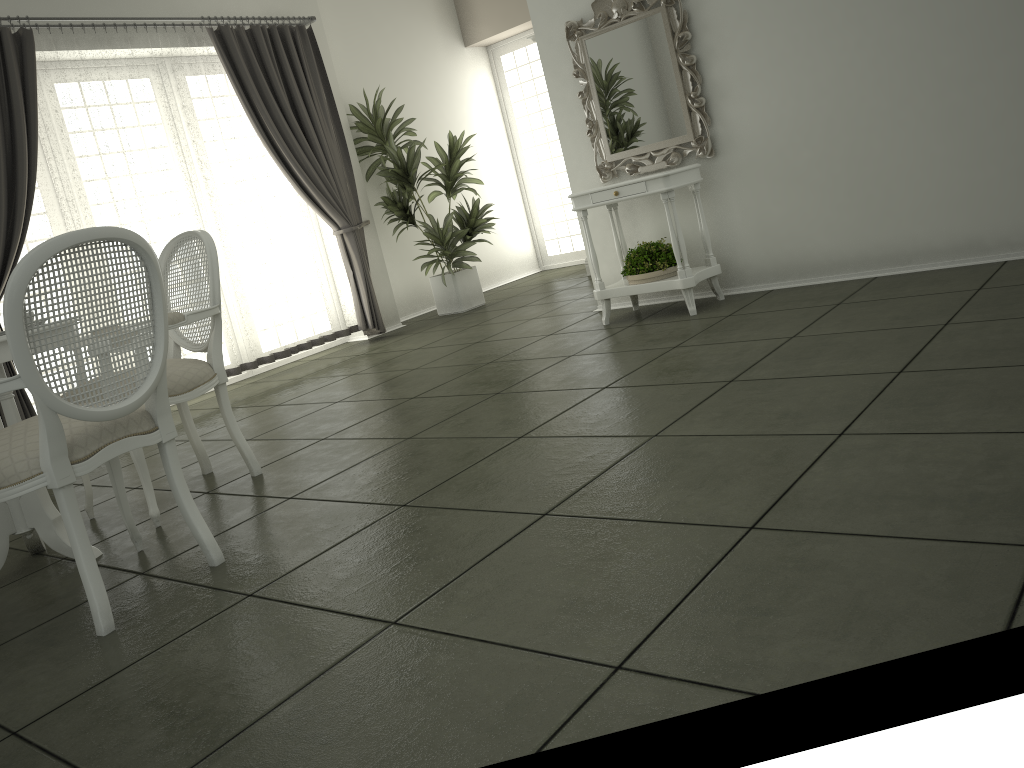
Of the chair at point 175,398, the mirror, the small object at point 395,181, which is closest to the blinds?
the small object at point 395,181

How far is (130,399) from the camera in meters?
2.5 m

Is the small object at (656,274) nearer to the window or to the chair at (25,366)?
the chair at (25,366)

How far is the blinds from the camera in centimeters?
530cm

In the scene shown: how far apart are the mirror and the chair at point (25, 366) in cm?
336

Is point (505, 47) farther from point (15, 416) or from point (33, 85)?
point (15, 416)

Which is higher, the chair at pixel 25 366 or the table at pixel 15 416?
the chair at pixel 25 366

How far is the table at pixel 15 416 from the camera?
3.07m

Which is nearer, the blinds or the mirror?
the mirror

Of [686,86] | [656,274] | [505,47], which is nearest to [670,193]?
[656,274]
